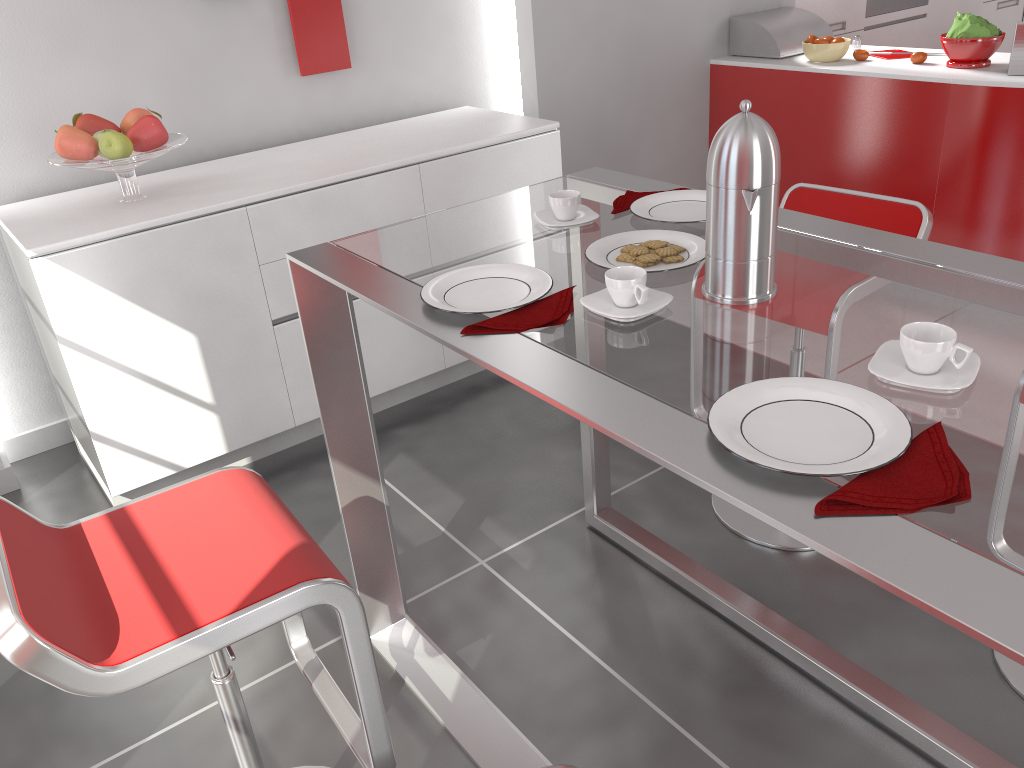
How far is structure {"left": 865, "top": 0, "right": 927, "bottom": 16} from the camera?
4.8m

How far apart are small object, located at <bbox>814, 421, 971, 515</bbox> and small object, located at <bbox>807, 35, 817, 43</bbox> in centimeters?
343cm

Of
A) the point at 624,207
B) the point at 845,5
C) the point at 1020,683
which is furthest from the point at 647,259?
the point at 845,5

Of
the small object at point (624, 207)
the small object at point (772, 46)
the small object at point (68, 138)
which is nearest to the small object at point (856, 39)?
the small object at point (772, 46)

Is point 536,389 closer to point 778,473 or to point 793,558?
point 778,473

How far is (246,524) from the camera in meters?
1.4

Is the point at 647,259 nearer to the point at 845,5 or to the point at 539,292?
the point at 539,292

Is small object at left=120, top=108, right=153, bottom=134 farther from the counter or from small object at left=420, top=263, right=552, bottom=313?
the counter

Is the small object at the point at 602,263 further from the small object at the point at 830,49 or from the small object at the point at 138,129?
the small object at the point at 830,49

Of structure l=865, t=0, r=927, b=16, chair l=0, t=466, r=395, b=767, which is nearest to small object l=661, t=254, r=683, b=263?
chair l=0, t=466, r=395, b=767
